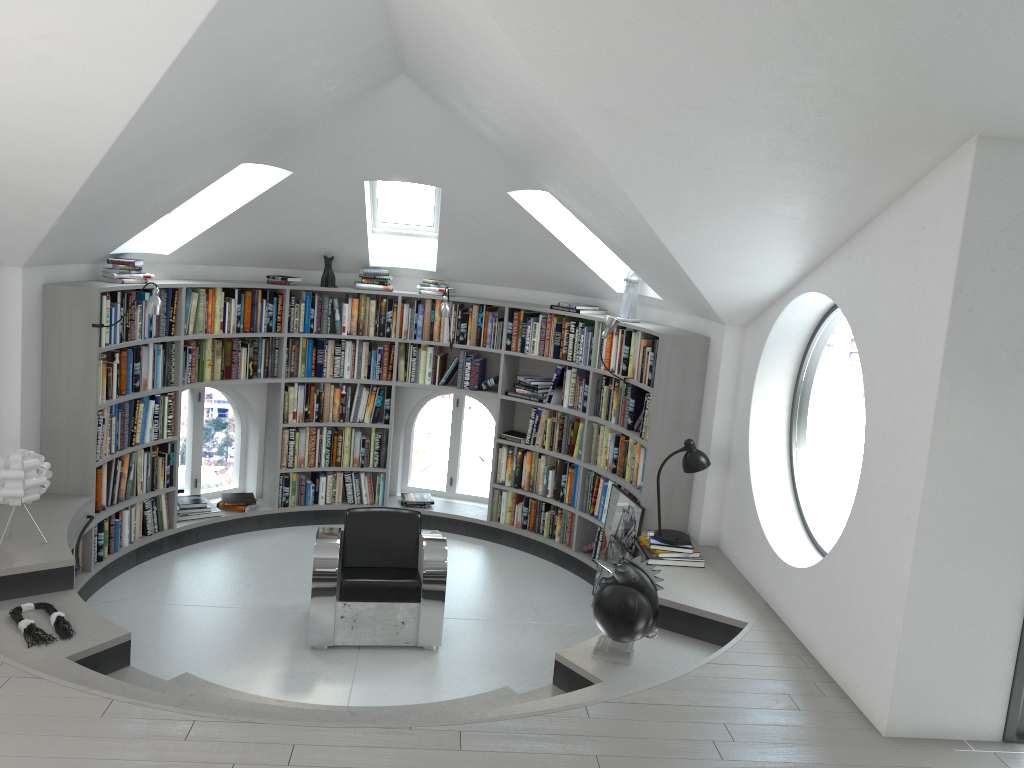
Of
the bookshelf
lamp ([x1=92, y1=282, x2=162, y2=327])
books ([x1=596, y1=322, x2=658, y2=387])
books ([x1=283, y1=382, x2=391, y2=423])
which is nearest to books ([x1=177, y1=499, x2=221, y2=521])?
the bookshelf

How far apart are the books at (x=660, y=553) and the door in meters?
2.1

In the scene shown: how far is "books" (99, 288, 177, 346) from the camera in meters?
Answer: 5.8 m

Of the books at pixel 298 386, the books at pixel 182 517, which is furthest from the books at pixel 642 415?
the books at pixel 182 517

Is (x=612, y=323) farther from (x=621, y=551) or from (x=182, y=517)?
(x=182, y=517)

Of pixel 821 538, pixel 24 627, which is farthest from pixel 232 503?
pixel 821 538

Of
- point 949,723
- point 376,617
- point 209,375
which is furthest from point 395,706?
point 209,375

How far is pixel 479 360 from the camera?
7.54m

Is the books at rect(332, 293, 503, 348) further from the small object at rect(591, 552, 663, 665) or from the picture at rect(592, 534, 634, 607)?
the small object at rect(591, 552, 663, 665)

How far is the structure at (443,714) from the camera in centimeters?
392cm
